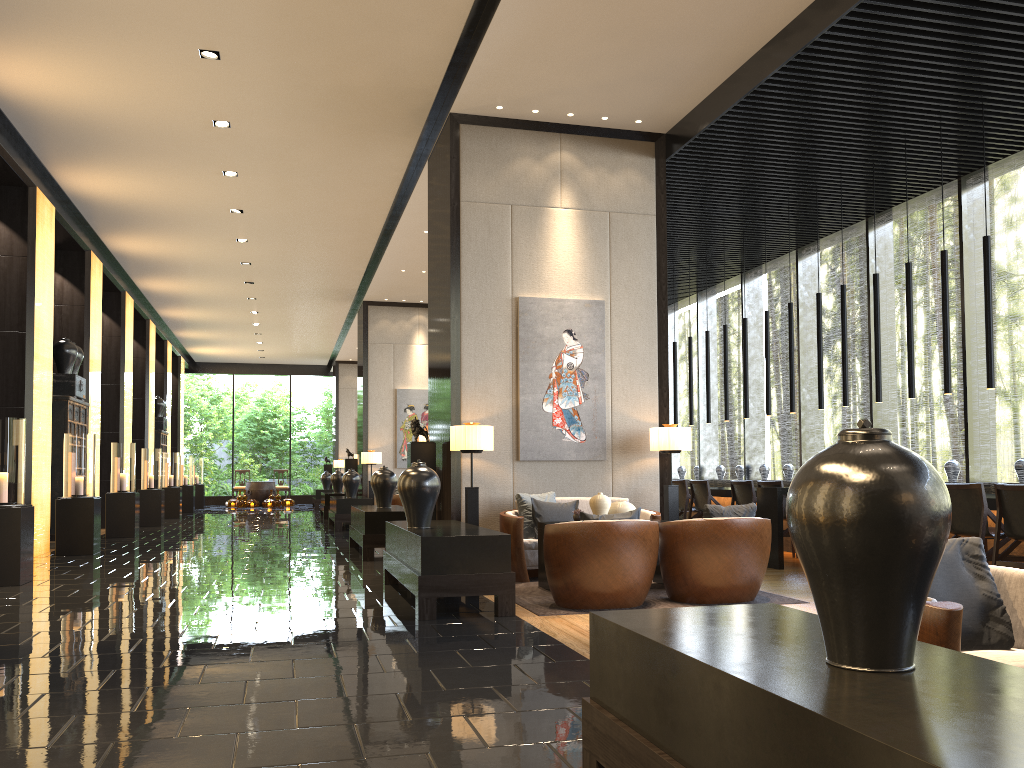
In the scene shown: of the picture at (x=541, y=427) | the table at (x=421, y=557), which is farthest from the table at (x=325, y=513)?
the table at (x=421, y=557)

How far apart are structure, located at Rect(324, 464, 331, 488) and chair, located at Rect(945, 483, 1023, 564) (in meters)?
20.92

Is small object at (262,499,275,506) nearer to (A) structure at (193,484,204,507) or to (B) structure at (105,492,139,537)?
(A) structure at (193,484,204,507)

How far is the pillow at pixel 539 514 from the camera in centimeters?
751cm

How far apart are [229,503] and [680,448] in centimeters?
1992cm

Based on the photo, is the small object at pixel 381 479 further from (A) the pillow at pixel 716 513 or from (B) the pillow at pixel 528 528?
(A) the pillow at pixel 716 513

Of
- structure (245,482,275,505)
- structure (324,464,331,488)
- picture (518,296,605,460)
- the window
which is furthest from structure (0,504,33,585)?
structure (245,482,275,505)

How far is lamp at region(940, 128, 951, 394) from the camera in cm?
771

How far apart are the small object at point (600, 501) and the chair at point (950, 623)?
4.0 meters

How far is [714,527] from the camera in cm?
590
